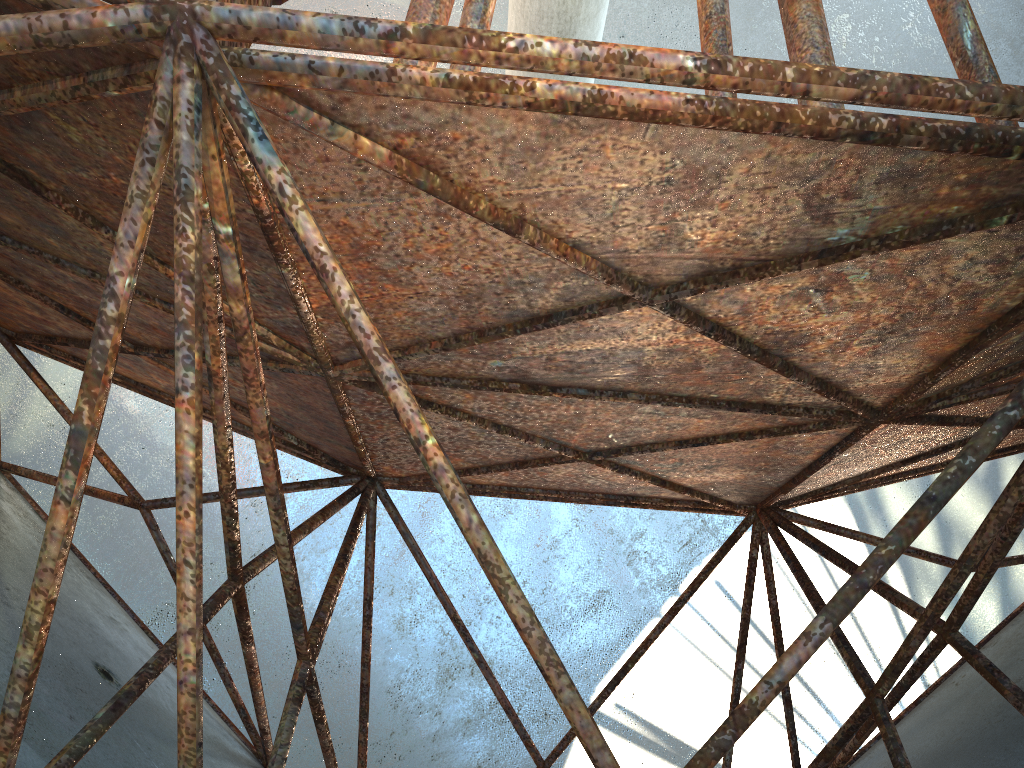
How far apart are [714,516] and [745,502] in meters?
11.9 m

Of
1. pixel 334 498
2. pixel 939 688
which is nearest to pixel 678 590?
pixel 334 498
